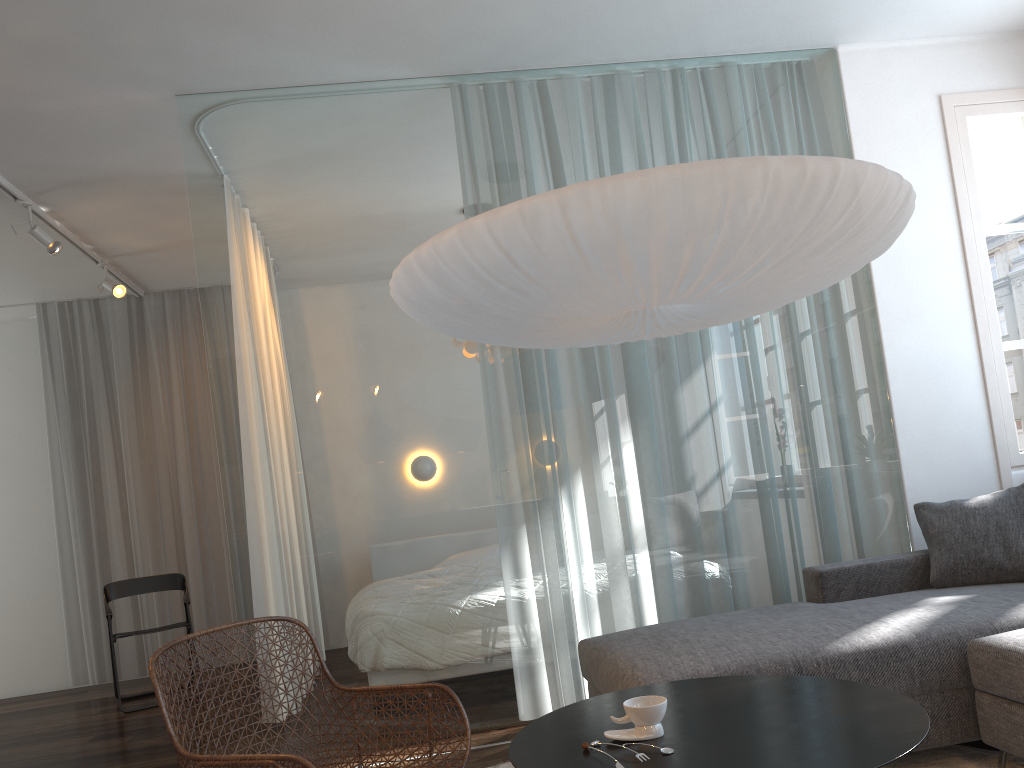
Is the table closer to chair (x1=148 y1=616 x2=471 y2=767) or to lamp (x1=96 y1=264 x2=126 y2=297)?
chair (x1=148 y1=616 x2=471 y2=767)

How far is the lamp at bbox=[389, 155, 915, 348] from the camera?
1.9 meters

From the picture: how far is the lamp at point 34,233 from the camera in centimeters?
446cm

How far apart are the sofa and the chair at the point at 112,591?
Result: 3.09m

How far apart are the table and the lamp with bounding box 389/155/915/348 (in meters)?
0.96

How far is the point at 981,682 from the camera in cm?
251

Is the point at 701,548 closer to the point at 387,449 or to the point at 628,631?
the point at 628,631

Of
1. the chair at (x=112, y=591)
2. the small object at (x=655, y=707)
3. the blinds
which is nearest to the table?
the small object at (x=655, y=707)

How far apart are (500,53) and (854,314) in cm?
191

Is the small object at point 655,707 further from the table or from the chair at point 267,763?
the chair at point 267,763
